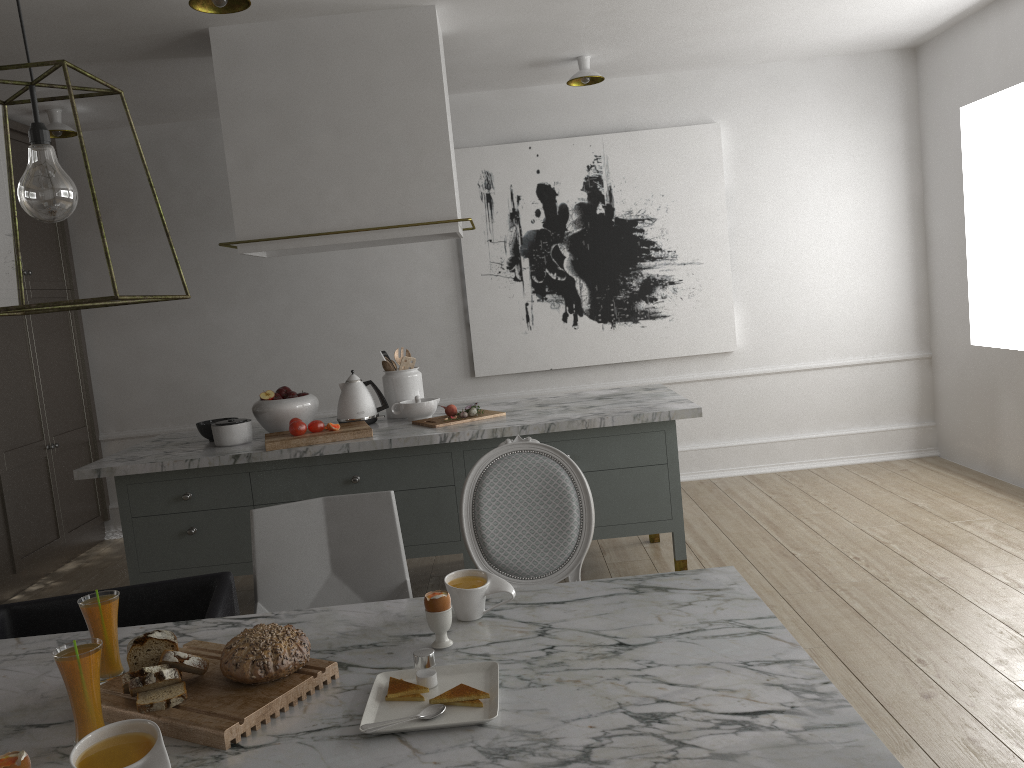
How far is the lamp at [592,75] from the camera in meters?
4.5 m

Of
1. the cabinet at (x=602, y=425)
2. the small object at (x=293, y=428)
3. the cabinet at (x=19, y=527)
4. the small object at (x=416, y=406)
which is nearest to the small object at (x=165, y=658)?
the cabinet at (x=602, y=425)

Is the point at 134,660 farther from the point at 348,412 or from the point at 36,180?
the point at 348,412

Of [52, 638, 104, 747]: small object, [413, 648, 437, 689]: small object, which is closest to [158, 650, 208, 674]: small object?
[52, 638, 104, 747]: small object

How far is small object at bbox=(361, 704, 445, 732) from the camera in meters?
1.4 m

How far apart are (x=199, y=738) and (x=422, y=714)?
0.3 meters

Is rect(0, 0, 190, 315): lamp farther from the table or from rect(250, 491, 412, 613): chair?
rect(250, 491, 412, 613): chair

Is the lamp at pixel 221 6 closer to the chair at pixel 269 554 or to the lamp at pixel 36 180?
the lamp at pixel 36 180

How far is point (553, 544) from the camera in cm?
234

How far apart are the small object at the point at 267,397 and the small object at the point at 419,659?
2.4m
